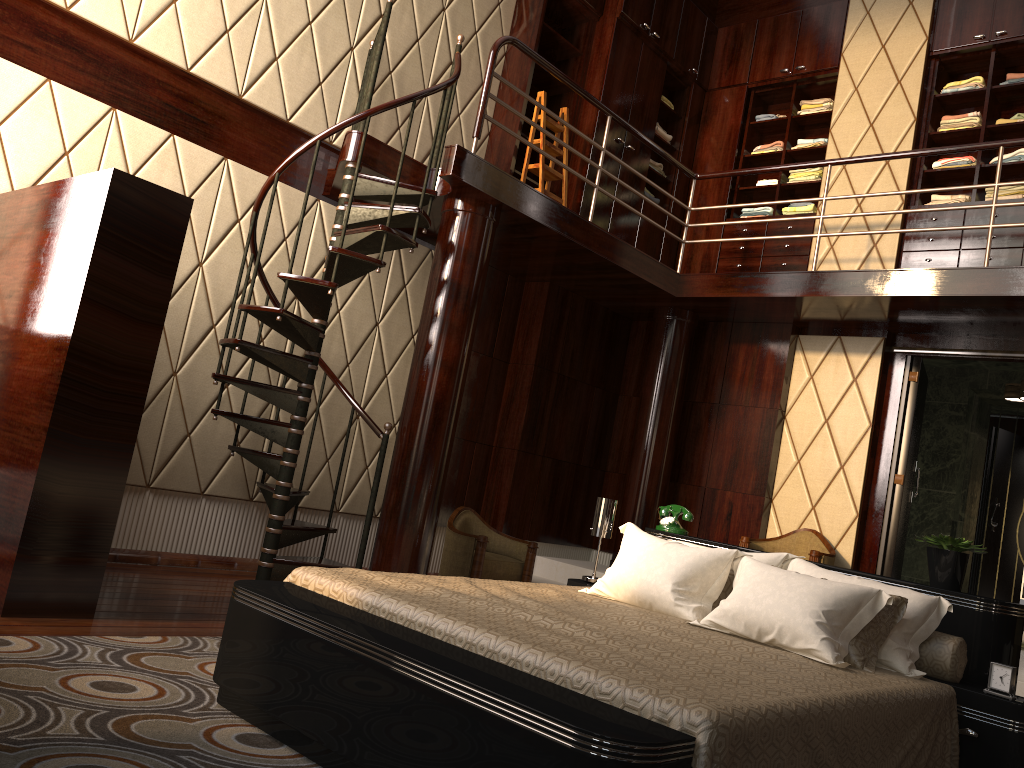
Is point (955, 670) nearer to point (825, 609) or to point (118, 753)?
point (825, 609)

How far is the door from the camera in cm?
568

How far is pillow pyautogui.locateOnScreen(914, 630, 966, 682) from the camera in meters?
3.0

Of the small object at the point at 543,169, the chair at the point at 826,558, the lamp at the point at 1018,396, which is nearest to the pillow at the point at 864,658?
the chair at the point at 826,558

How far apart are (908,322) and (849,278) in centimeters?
61cm

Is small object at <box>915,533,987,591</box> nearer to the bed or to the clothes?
the bed

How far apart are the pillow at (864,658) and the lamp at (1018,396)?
3.7m

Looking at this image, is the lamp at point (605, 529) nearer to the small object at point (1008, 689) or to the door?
the small object at point (1008, 689)

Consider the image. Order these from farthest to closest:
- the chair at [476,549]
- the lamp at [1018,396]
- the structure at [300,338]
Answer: the lamp at [1018,396] < the chair at [476,549] < the structure at [300,338]

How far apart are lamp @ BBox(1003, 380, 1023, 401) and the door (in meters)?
0.53
